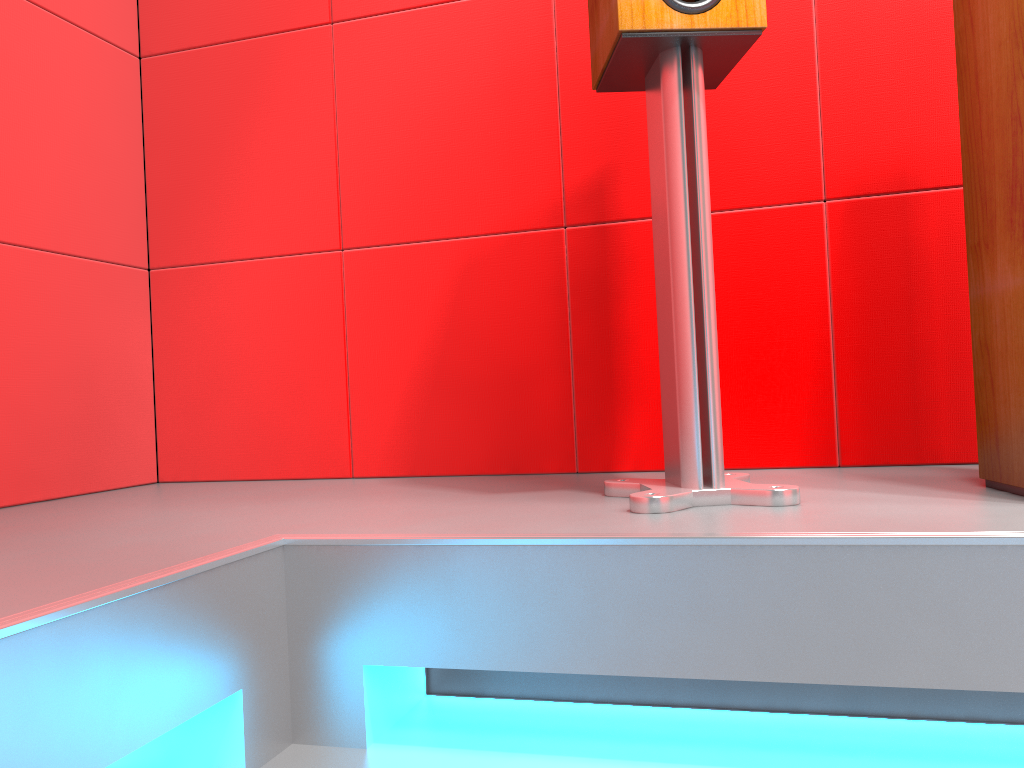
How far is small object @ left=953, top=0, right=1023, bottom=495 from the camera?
1.13m

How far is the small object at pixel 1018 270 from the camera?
1.13m

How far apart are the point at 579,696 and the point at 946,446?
0.9 meters

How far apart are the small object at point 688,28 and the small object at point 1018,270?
0.29m

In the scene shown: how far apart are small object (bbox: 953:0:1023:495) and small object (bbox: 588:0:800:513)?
0.29m

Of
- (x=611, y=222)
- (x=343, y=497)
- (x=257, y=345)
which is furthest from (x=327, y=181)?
(x=343, y=497)

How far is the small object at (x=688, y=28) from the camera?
1.19m
